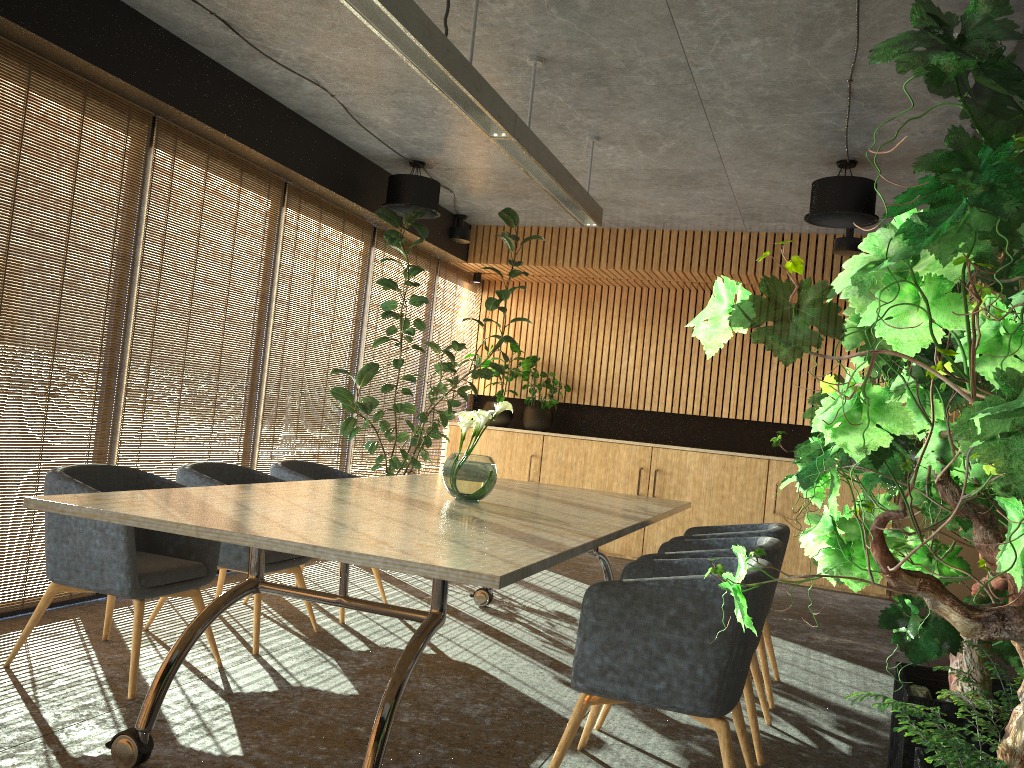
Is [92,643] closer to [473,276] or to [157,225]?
[157,225]

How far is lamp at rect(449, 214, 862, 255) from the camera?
8.1m

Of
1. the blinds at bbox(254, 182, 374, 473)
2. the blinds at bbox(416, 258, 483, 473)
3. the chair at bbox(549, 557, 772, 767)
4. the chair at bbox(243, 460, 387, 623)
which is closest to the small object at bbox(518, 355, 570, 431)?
the blinds at bbox(416, 258, 483, 473)

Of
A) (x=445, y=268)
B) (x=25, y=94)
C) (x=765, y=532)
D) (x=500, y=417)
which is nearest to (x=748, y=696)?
(x=765, y=532)

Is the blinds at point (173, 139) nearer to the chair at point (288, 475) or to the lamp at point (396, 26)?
the chair at point (288, 475)

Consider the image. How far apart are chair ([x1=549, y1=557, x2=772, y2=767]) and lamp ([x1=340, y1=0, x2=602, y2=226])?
2.3m

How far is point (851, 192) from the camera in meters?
6.2

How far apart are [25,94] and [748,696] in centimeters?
475cm

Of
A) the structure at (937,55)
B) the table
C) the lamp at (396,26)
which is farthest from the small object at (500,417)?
the structure at (937,55)

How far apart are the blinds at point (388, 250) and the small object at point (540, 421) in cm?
152
